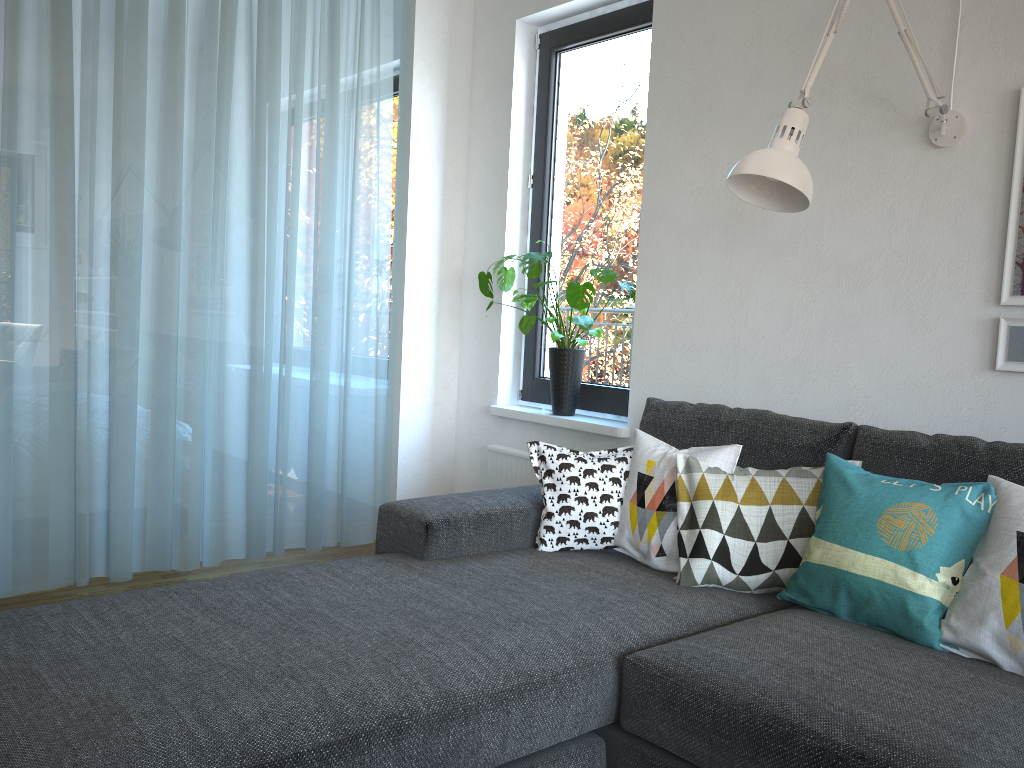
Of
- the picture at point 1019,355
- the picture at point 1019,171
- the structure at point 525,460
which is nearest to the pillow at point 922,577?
the picture at point 1019,355

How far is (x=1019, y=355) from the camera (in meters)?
2.19

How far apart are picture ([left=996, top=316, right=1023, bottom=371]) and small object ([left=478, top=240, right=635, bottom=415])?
1.29m

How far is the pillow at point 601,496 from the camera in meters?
2.4

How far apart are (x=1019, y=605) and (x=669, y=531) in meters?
0.8

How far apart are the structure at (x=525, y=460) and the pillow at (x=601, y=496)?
1.0m

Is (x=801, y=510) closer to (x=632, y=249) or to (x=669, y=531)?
(x=669, y=531)

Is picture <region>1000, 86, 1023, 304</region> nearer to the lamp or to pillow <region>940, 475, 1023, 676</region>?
the lamp

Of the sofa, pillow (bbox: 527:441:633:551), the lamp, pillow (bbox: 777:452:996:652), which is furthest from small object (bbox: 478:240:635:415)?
pillow (bbox: 777:452:996:652)

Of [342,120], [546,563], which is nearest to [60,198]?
[342,120]
